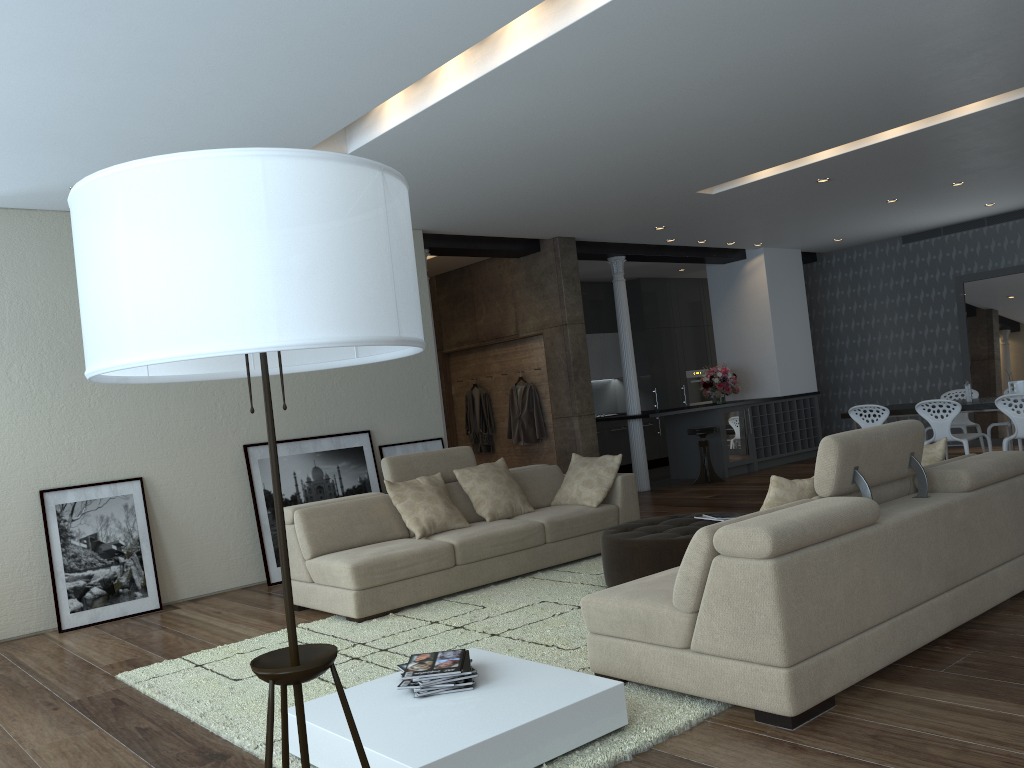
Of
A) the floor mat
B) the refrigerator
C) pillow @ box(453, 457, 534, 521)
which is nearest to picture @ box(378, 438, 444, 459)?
pillow @ box(453, 457, 534, 521)

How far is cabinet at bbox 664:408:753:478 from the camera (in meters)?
11.33

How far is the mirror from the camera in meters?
11.4

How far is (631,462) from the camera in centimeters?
1341cm

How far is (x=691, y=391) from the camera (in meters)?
14.46

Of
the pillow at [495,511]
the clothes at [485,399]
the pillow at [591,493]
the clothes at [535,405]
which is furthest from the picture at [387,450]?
the clothes at [485,399]

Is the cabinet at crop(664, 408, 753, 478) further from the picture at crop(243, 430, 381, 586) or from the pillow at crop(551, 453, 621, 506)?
the picture at crop(243, 430, 381, 586)

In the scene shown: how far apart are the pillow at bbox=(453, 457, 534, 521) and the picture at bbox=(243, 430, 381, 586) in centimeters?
151cm

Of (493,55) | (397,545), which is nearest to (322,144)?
(493,55)

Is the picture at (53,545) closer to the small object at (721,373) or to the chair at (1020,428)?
the chair at (1020,428)
